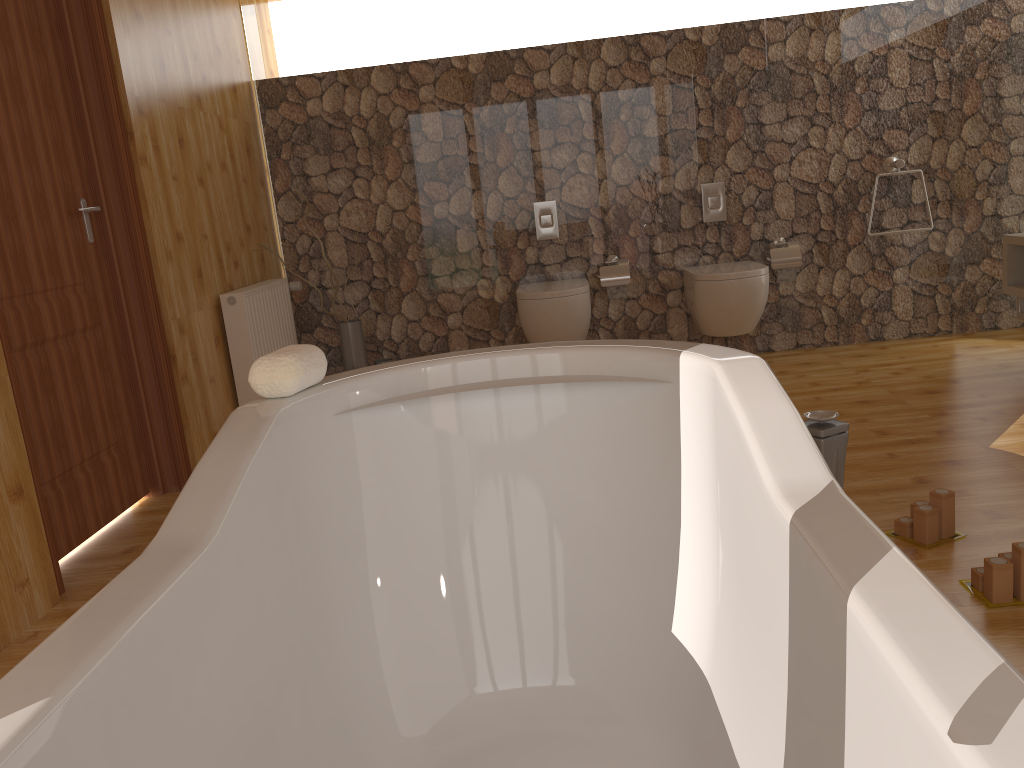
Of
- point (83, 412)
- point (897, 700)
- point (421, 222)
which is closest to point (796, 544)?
point (897, 700)

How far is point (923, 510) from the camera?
2.2 meters

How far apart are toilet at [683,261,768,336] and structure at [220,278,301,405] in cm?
199

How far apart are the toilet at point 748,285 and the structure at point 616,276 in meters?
0.3 m

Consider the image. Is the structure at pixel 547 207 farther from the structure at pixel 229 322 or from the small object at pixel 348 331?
the structure at pixel 229 322

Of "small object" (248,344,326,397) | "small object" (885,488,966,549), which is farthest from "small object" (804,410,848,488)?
"small object" (248,344,326,397)

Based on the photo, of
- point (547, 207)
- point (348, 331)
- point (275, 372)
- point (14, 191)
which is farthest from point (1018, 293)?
point (14, 191)

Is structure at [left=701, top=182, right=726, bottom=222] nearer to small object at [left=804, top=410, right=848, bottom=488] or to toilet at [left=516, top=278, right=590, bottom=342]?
toilet at [left=516, top=278, right=590, bottom=342]

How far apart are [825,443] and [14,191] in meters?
2.5

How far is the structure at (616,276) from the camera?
4.6m
